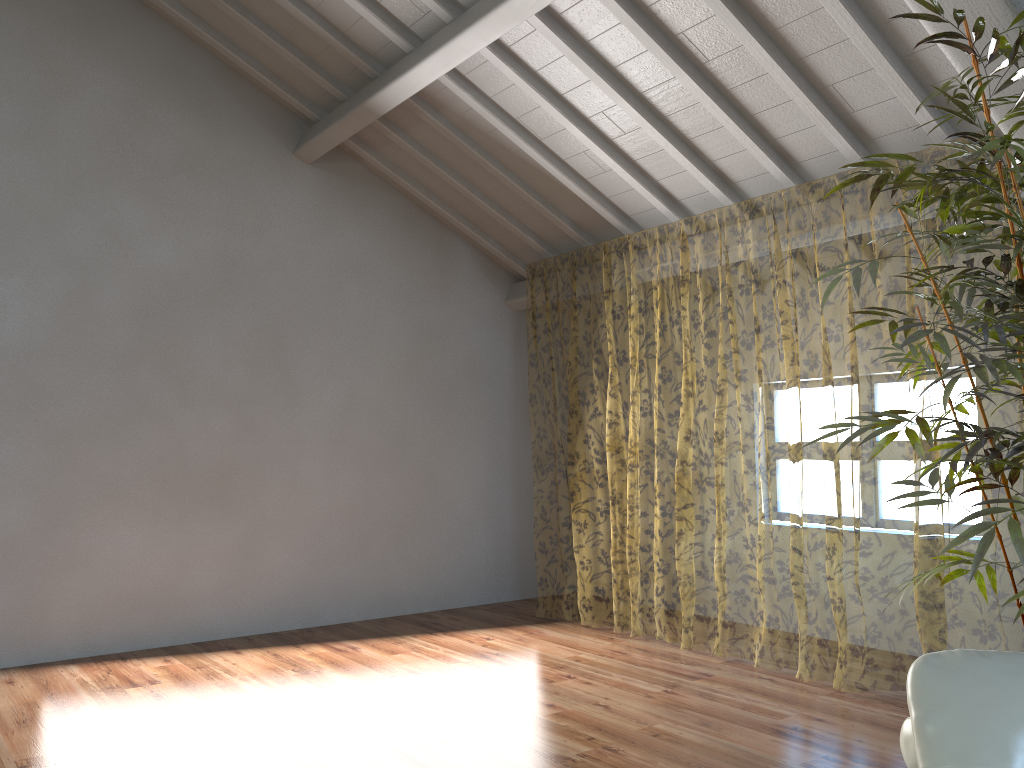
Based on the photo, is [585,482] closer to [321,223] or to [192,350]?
[321,223]

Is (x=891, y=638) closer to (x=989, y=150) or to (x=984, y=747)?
(x=989, y=150)

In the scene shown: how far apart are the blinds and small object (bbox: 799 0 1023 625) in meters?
0.9 m

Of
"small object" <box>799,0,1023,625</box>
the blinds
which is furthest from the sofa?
the blinds

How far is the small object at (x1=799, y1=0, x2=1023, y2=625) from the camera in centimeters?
238cm

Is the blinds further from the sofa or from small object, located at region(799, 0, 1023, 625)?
the sofa

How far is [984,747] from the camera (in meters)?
1.58

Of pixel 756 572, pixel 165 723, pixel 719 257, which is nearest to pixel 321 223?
pixel 165 723

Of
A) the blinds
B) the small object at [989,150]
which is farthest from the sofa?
the blinds

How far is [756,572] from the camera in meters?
12.4 m
